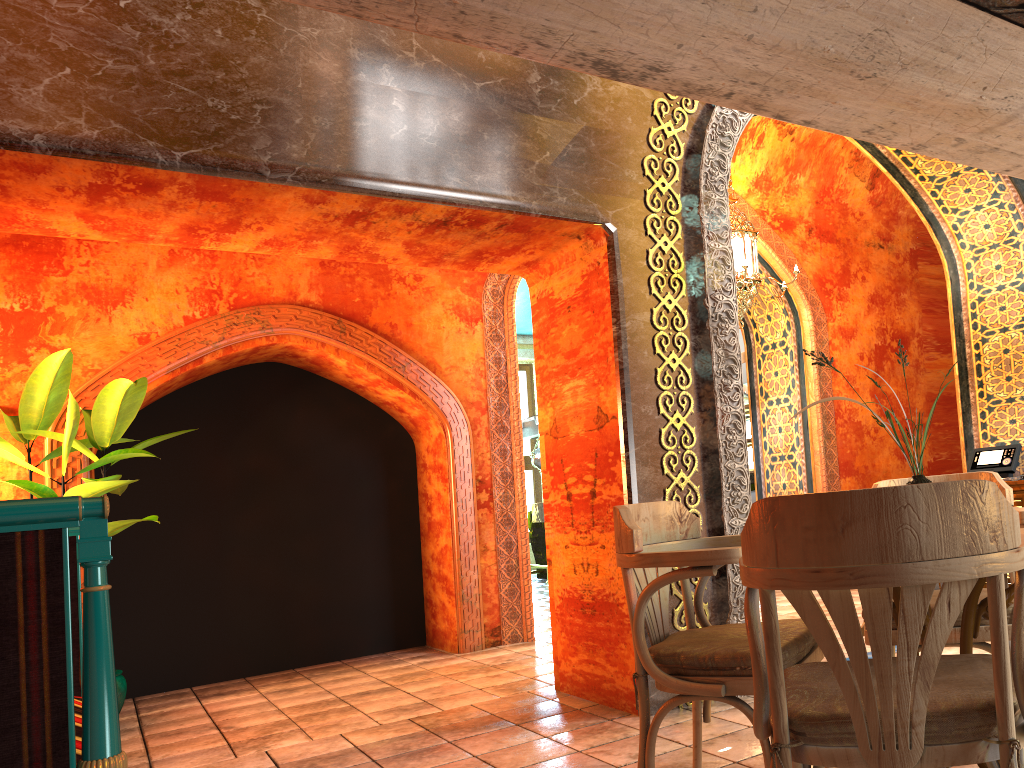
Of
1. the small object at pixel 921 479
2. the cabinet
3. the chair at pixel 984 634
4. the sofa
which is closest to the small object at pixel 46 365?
the sofa

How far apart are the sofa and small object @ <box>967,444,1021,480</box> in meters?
6.5

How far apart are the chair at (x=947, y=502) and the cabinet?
5.13m

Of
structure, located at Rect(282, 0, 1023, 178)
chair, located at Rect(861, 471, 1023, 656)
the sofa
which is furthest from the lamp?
the sofa

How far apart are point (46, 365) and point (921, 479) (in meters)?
5.48

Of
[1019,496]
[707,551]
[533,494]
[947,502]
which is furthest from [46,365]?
[533,494]

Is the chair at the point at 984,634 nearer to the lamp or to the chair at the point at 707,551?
the chair at the point at 707,551

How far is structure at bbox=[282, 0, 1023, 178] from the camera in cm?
232

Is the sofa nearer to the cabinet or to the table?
the table

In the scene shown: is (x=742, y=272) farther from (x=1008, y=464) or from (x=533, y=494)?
(x=533, y=494)
